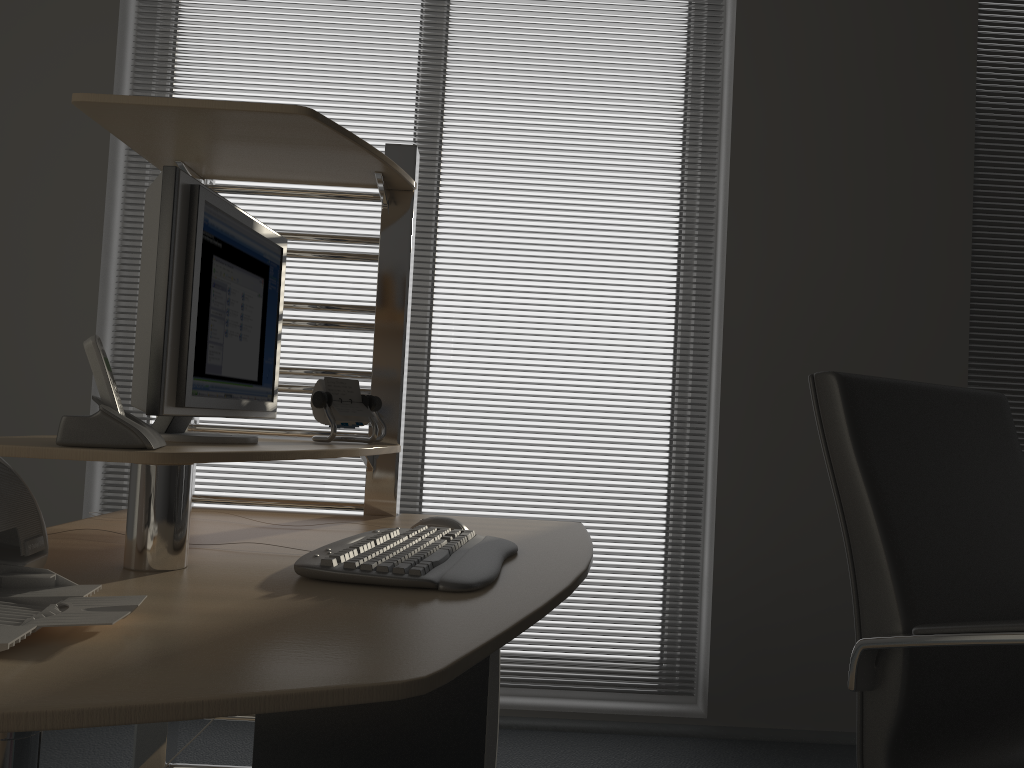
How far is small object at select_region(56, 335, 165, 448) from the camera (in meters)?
1.14

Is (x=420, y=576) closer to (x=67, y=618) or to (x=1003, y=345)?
(x=67, y=618)

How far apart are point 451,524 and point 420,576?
0.5 meters

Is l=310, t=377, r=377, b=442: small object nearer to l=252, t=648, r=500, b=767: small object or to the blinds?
l=252, t=648, r=500, b=767: small object

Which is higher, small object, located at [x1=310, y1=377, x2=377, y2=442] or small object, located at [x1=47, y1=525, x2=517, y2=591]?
small object, located at [x1=310, y1=377, x2=377, y2=442]

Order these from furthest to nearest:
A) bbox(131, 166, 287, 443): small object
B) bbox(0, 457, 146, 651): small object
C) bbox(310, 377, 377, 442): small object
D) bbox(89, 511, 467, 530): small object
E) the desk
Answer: bbox(310, 377, 377, 442): small object → bbox(89, 511, 467, 530): small object → bbox(131, 166, 287, 443): small object → bbox(0, 457, 146, 651): small object → the desk

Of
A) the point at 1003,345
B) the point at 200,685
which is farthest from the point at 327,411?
the point at 1003,345

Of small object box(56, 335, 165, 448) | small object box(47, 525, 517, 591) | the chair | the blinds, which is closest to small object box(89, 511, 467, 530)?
small object box(47, 525, 517, 591)

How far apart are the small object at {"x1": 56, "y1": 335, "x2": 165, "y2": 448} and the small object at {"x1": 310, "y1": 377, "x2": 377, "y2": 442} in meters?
0.5

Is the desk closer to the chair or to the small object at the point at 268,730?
the small object at the point at 268,730
